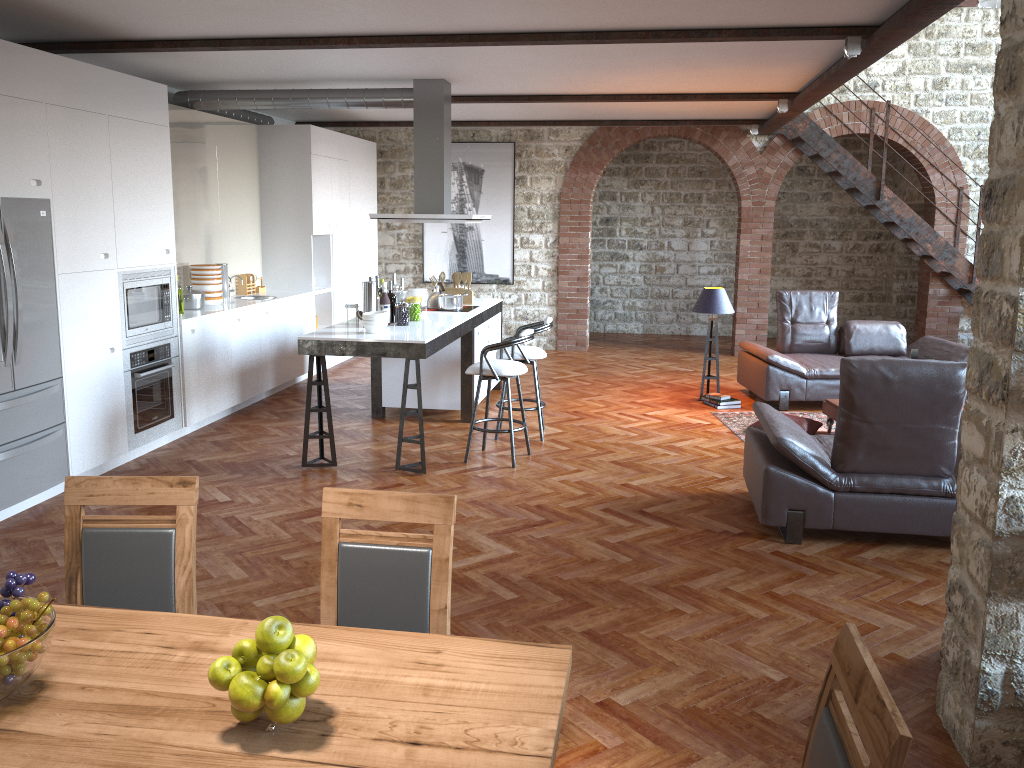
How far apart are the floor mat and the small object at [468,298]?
2.5m

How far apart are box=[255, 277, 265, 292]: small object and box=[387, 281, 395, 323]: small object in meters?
3.0

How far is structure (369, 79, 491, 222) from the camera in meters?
7.6 m

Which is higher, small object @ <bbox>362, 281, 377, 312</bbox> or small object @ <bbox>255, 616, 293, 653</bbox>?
small object @ <bbox>362, 281, 377, 312</bbox>

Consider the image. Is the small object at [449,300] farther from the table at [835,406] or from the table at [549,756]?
the table at [549,756]

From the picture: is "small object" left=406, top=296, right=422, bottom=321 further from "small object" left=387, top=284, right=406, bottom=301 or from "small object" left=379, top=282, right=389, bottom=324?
"small object" left=379, top=282, right=389, bottom=324

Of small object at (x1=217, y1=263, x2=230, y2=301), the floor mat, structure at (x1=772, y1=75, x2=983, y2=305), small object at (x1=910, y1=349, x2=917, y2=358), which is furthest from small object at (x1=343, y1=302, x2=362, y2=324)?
structure at (x1=772, y1=75, x2=983, y2=305)

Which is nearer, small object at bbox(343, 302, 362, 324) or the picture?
small object at bbox(343, 302, 362, 324)

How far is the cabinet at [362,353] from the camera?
6.0 meters

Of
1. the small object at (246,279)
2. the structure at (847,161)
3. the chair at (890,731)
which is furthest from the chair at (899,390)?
the structure at (847,161)
